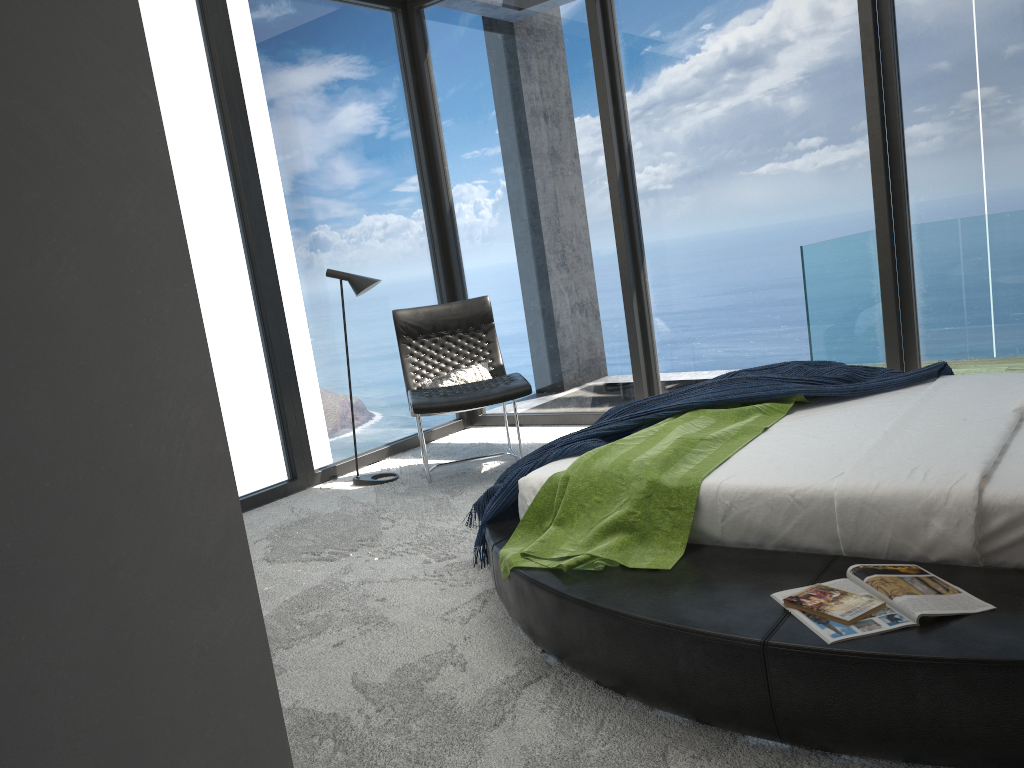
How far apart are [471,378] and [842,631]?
3.50m

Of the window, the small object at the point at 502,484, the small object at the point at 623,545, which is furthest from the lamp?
the small object at the point at 623,545

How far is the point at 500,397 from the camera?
4.6m

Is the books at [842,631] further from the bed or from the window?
the window

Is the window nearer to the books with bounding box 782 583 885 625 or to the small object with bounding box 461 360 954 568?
the small object with bounding box 461 360 954 568

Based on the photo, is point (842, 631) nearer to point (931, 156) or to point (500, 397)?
point (500, 397)

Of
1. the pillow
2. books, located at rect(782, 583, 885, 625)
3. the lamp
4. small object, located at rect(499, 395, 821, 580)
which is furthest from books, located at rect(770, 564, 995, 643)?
the lamp

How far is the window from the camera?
4.8m

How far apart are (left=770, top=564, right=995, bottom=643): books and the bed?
0.0m

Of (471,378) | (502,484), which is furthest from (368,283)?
(502,484)
